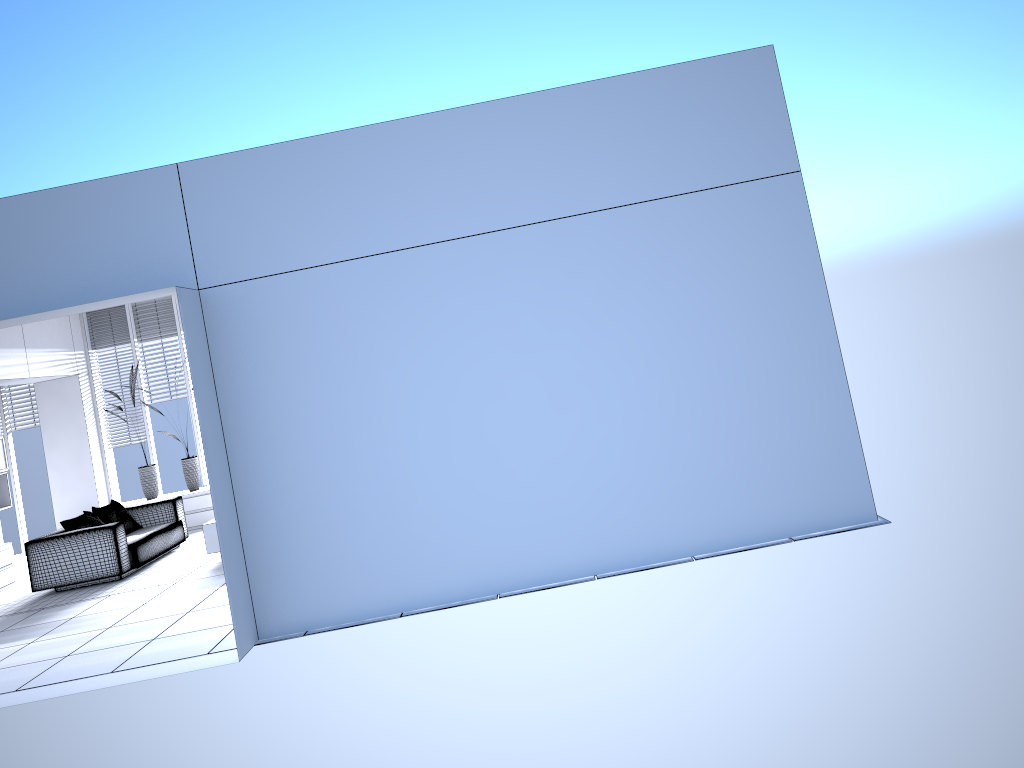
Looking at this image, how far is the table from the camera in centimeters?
856cm

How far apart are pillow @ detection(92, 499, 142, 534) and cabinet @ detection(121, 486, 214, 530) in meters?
1.4 m

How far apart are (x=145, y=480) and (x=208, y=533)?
3.5m

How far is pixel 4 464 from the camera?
10.26m

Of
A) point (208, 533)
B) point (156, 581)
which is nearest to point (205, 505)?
point (208, 533)

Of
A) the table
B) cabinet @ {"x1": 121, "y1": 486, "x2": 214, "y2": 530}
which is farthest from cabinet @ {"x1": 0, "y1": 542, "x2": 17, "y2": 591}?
the table

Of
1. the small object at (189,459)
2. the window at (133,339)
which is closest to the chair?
the small object at (189,459)

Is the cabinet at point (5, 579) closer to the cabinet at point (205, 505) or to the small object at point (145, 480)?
the small object at point (145, 480)

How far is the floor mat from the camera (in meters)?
8.28

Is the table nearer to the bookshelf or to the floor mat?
the floor mat
